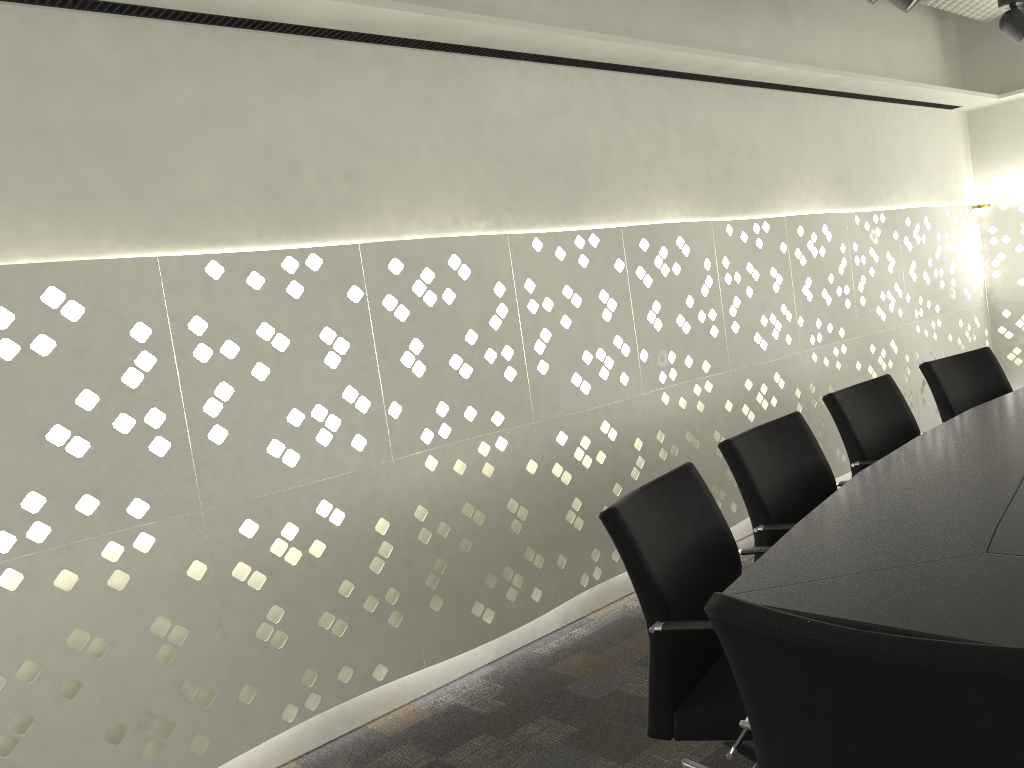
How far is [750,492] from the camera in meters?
2.2

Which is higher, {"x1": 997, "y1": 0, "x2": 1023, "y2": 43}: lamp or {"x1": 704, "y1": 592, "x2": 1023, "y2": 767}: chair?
{"x1": 997, "y1": 0, "x2": 1023, "y2": 43}: lamp

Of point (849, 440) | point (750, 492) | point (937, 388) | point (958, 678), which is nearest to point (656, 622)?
point (750, 492)

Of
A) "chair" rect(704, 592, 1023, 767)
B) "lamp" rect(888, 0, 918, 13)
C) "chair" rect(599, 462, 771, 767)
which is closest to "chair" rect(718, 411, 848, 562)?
"chair" rect(599, 462, 771, 767)

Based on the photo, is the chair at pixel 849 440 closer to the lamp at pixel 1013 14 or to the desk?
the desk

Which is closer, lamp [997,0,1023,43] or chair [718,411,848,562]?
chair [718,411,848,562]

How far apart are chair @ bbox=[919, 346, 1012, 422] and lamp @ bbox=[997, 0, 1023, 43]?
1.17m

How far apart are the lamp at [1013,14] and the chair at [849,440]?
1.5m

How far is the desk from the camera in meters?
1.2 m

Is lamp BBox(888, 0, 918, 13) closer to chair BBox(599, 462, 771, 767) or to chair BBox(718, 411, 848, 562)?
chair BBox(718, 411, 848, 562)
